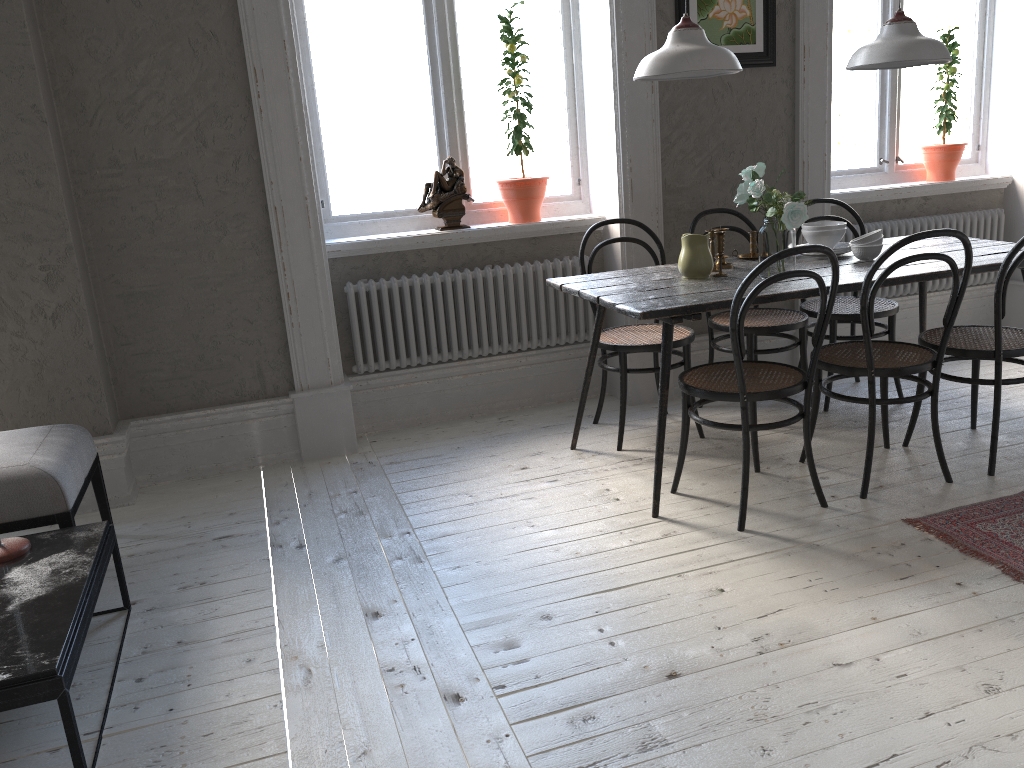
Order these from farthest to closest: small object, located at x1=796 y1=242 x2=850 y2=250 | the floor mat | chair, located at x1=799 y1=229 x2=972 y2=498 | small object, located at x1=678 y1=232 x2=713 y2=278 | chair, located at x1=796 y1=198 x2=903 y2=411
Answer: chair, located at x1=796 y1=198 x2=903 y2=411
small object, located at x1=796 y1=242 x2=850 y2=250
small object, located at x1=678 y1=232 x2=713 y2=278
chair, located at x1=799 y1=229 x2=972 y2=498
the floor mat

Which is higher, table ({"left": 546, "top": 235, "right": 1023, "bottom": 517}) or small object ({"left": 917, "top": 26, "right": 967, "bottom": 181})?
small object ({"left": 917, "top": 26, "right": 967, "bottom": 181})

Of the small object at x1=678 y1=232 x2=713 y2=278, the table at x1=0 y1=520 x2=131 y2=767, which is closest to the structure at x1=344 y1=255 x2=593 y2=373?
the small object at x1=678 y1=232 x2=713 y2=278

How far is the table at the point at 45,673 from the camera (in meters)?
1.84

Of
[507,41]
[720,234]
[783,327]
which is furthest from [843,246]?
[507,41]

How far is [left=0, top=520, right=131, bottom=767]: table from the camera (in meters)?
1.84

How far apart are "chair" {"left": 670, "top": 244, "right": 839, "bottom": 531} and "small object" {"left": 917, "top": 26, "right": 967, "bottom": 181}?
2.47m

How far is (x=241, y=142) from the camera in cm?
357

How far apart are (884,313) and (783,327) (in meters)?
0.50

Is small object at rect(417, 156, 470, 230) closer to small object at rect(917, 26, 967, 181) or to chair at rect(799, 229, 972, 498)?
chair at rect(799, 229, 972, 498)
